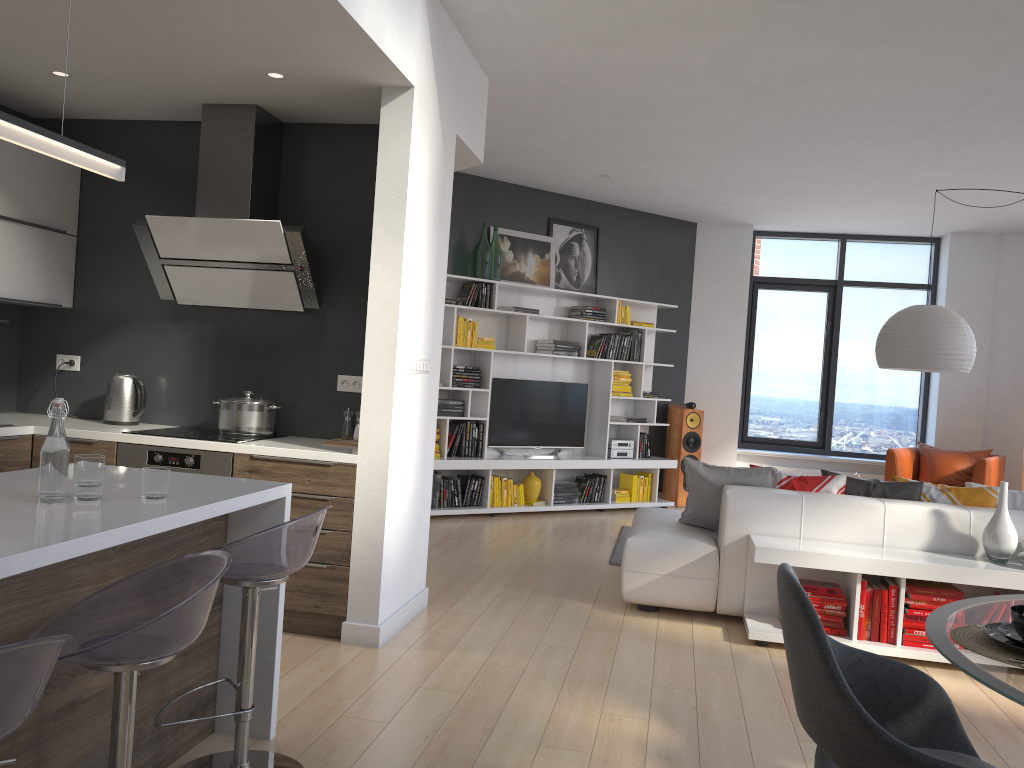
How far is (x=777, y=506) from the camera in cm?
469

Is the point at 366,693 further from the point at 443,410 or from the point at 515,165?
the point at 515,165

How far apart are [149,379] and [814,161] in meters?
4.9

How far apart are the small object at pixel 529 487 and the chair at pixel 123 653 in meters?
5.9

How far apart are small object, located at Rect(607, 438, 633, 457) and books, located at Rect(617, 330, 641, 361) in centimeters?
83cm

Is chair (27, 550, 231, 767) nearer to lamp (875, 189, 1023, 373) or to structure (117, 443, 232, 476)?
structure (117, 443, 232, 476)

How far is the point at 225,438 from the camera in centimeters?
426cm

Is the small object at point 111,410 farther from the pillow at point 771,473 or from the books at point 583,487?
the books at point 583,487

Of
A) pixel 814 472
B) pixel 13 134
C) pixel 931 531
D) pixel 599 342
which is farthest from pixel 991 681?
pixel 814 472

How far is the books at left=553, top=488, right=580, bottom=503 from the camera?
8.2 meters
